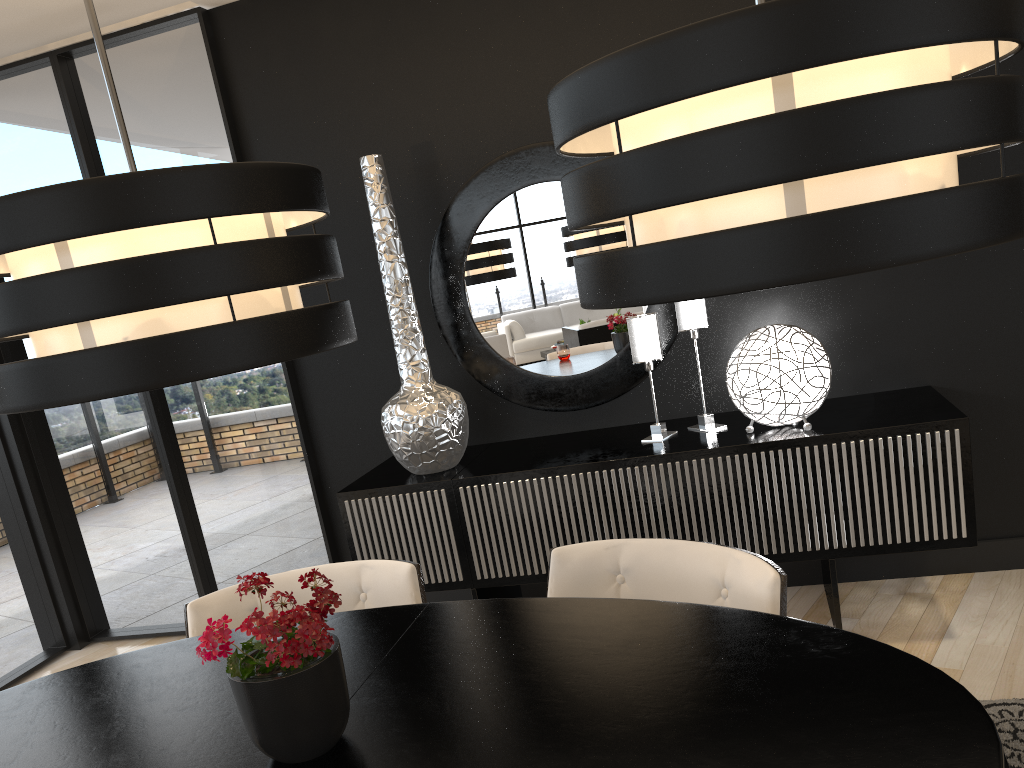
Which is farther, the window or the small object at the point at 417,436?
the window

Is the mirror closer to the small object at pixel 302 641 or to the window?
the window

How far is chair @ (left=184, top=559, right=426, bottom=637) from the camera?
2.22m

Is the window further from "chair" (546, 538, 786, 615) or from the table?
"chair" (546, 538, 786, 615)

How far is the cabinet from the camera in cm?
288

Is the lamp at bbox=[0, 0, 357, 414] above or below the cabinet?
above

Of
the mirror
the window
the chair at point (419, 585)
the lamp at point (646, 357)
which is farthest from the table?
the window

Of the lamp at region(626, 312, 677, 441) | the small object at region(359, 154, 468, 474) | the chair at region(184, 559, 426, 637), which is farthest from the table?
the lamp at region(626, 312, 677, 441)

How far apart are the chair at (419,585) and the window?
1.8m

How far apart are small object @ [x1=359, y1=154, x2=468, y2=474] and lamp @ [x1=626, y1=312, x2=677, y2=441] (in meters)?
0.69
